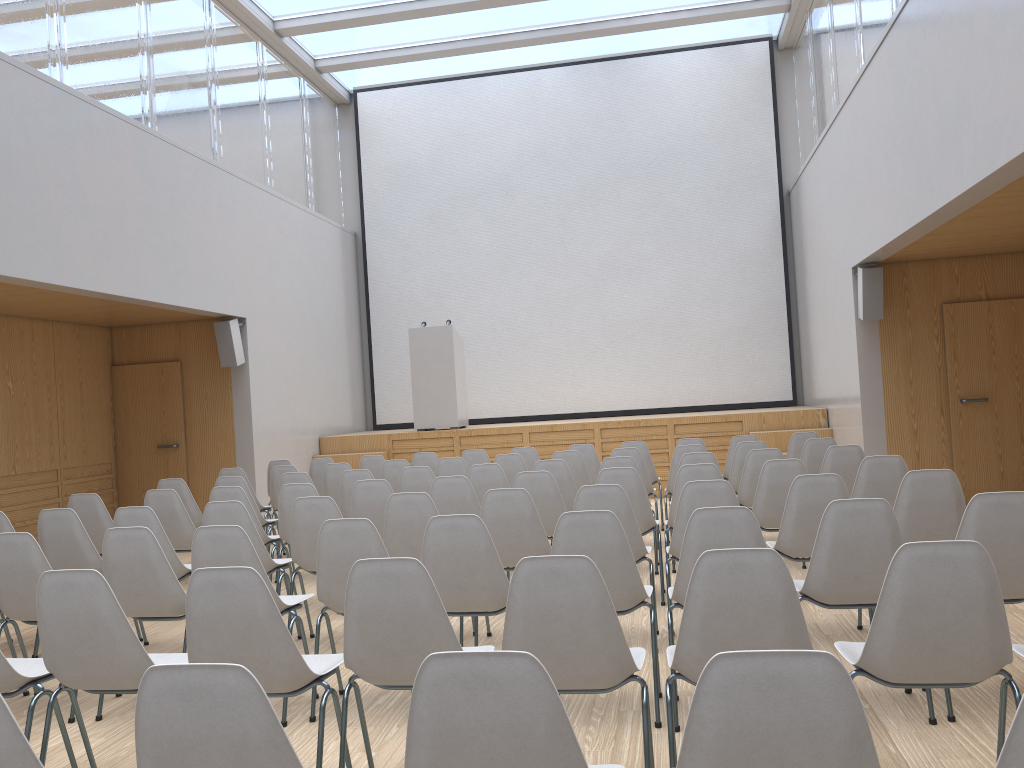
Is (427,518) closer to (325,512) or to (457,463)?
(325,512)

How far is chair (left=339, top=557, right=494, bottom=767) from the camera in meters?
2.7 m

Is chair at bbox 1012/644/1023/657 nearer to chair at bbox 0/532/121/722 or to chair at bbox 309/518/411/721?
chair at bbox 309/518/411/721

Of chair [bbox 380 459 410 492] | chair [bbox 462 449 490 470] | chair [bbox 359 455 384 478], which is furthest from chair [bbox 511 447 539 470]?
chair [bbox 359 455 384 478]

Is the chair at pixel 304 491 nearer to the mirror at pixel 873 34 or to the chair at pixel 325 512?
the chair at pixel 325 512

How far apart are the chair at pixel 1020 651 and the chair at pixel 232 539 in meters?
2.8

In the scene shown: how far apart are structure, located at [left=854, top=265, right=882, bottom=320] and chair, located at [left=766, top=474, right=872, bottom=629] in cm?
459

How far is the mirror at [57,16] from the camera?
7.4 meters

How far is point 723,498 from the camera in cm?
442

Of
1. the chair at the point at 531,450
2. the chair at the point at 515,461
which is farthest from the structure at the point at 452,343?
the chair at the point at 515,461
